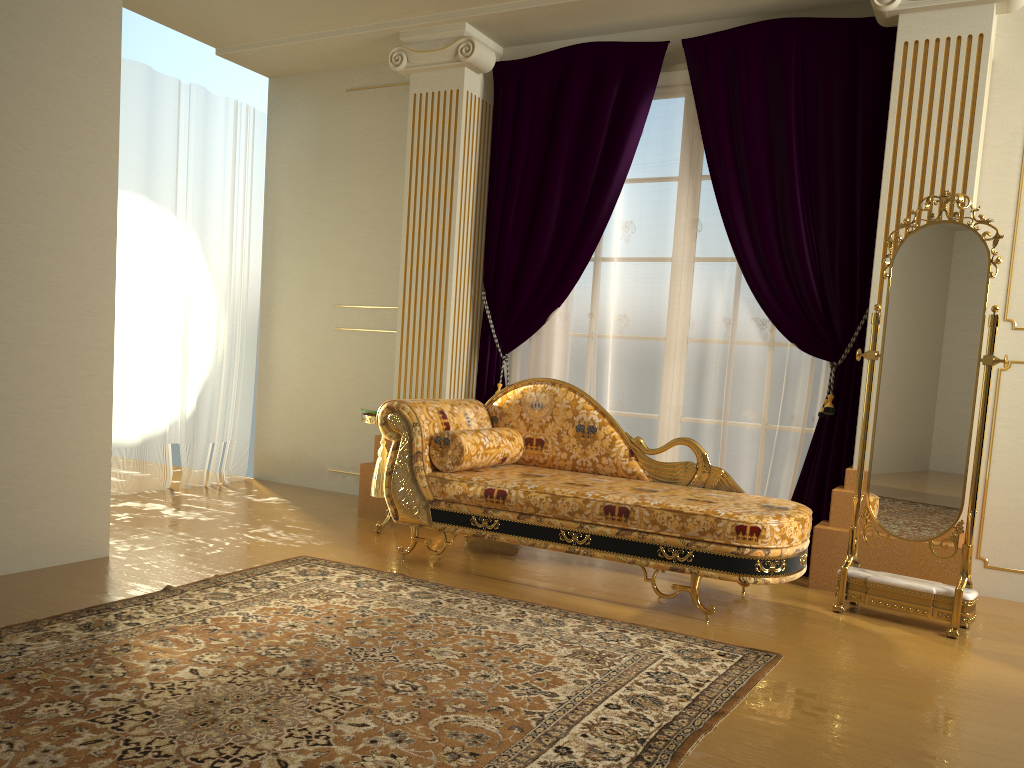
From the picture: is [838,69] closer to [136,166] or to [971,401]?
[971,401]

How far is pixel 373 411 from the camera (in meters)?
4.55

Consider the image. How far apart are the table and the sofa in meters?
0.5

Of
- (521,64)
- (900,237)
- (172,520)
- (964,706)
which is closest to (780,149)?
(900,237)

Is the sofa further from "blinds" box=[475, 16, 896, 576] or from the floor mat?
"blinds" box=[475, 16, 896, 576]

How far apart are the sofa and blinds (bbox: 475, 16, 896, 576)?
0.6 meters

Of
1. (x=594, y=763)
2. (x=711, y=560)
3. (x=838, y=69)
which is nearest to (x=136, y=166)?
(x=838, y=69)

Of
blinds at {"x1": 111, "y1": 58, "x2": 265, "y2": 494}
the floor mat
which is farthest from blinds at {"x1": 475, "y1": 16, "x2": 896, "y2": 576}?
blinds at {"x1": 111, "y1": 58, "x2": 265, "y2": 494}

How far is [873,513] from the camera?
3.6m

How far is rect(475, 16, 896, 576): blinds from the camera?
4.2m
